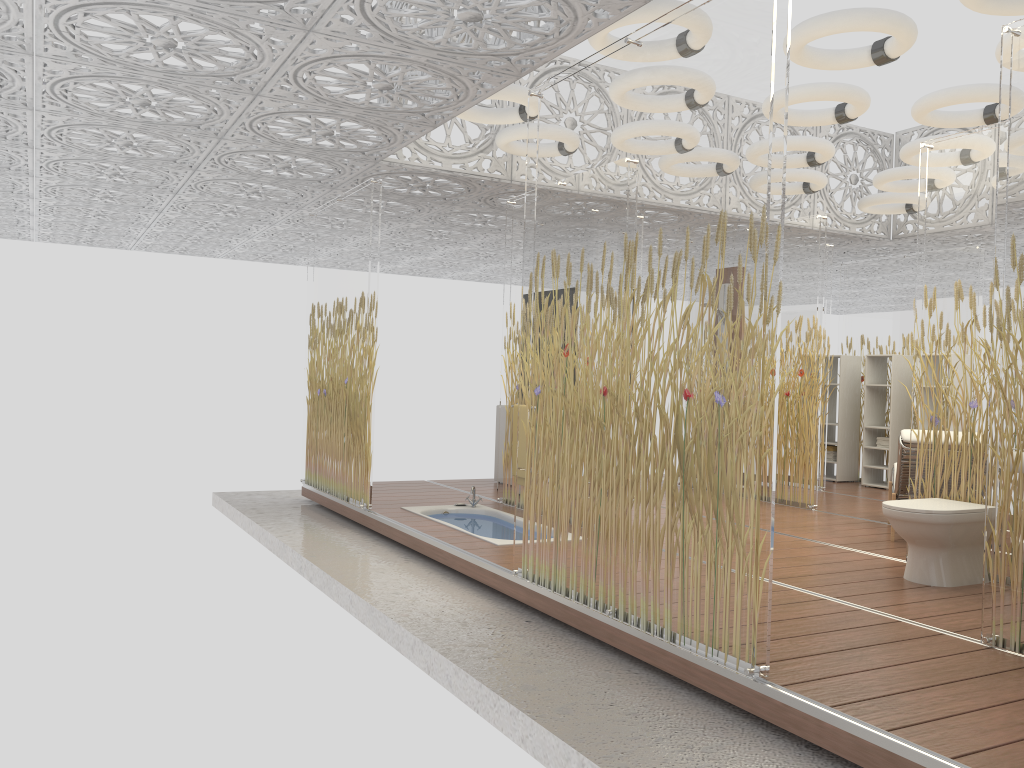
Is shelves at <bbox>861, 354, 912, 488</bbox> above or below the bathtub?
above

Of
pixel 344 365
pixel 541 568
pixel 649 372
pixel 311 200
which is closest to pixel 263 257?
pixel 311 200

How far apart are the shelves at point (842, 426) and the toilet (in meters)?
5.25

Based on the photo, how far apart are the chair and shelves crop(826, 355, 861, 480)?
3.17m

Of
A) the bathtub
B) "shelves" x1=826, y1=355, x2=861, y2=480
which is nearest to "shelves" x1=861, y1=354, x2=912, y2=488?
"shelves" x1=826, y1=355, x2=861, y2=480

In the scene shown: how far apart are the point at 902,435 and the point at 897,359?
4.08m

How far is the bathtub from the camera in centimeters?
627cm

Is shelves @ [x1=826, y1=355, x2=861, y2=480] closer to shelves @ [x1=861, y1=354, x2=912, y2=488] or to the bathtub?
shelves @ [x1=861, y1=354, x2=912, y2=488]

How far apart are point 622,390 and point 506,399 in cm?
366

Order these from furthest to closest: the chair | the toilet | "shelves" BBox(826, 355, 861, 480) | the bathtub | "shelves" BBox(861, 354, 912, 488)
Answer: "shelves" BBox(826, 355, 861, 480)
"shelves" BBox(861, 354, 912, 488)
the bathtub
the chair
the toilet
